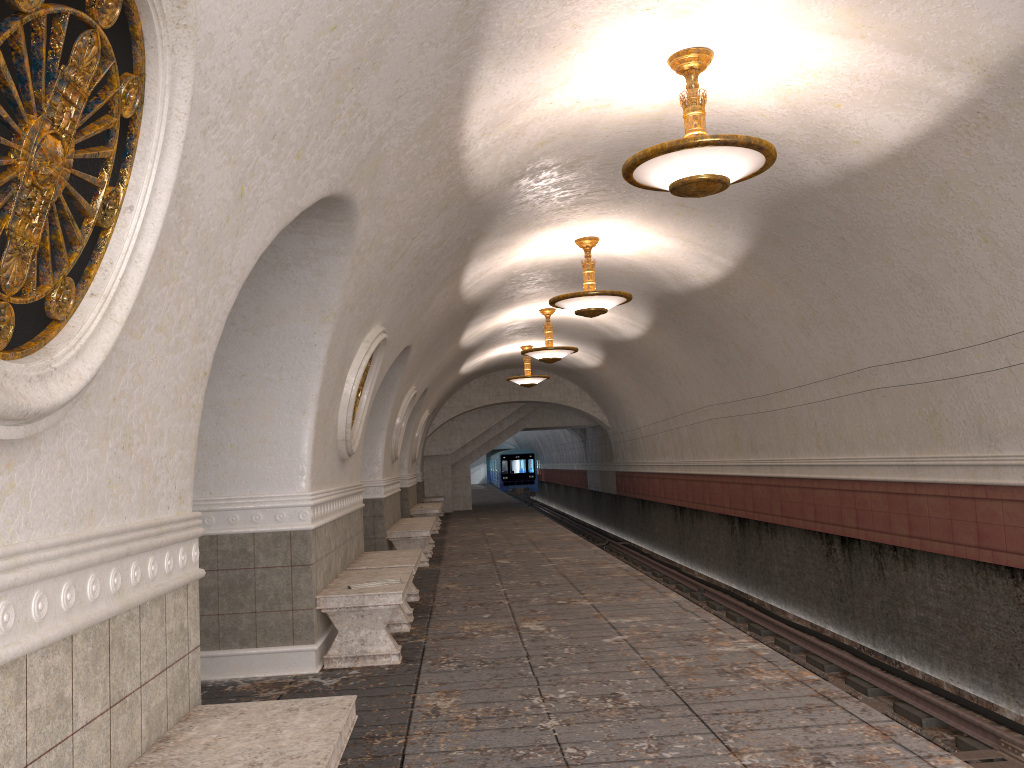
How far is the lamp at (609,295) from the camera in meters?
10.3

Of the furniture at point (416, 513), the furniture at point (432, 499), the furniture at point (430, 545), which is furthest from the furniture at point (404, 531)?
the furniture at point (432, 499)

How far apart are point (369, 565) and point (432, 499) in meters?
16.5 m

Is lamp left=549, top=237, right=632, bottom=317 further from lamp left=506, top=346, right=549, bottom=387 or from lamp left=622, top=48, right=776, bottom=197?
lamp left=506, top=346, right=549, bottom=387

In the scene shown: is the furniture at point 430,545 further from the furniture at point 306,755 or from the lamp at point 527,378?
the furniture at point 306,755

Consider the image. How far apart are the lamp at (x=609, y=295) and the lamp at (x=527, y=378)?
9.09m

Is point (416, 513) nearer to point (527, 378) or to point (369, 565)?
point (527, 378)

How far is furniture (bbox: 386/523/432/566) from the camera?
12.2 meters

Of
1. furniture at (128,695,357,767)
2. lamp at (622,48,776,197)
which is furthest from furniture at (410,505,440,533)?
furniture at (128,695,357,767)

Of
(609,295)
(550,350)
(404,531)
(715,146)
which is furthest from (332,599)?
(550,350)
